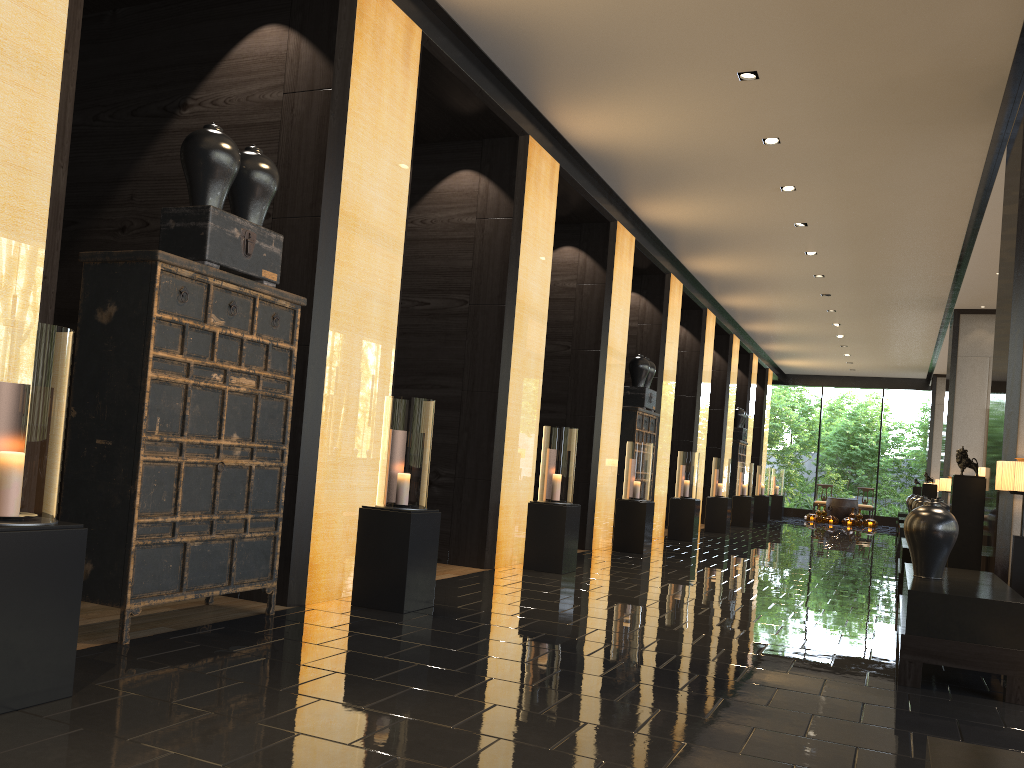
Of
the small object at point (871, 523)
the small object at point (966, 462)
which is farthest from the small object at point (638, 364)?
the small object at point (871, 523)

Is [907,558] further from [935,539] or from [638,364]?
[638,364]

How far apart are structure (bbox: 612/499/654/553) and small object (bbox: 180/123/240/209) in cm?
738

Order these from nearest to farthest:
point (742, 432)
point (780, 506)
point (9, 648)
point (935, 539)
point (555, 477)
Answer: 1. point (9, 648)
2. point (935, 539)
3. point (555, 477)
4. point (742, 432)
5. point (780, 506)

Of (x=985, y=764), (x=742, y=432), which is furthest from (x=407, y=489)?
(x=742, y=432)

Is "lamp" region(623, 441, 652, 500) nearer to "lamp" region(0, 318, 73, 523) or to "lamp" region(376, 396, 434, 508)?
"lamp" region(376, 396, 434, 508)

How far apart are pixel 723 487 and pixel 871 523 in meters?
9.9 m

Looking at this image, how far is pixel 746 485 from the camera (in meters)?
19.15

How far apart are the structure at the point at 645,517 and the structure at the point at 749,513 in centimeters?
855cm

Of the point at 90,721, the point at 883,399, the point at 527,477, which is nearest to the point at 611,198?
the point at 527,477
